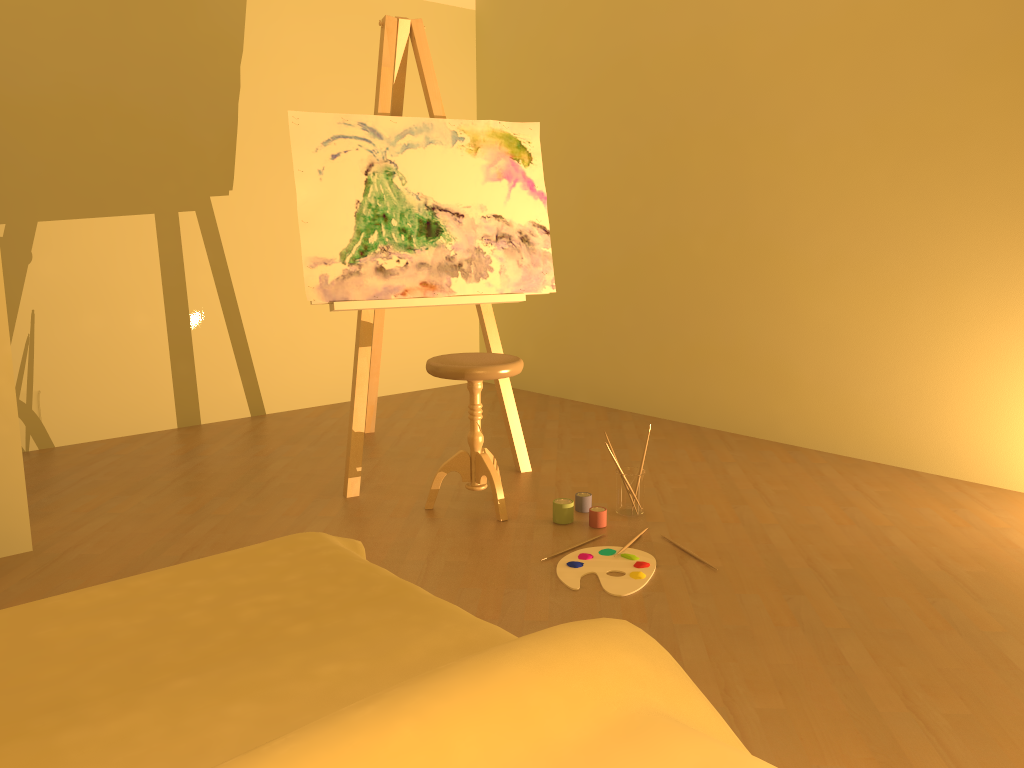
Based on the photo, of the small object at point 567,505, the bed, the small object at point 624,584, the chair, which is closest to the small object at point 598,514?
the small object at point 567,505

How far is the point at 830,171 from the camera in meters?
3.8 m

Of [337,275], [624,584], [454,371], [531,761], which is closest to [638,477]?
[624,584]

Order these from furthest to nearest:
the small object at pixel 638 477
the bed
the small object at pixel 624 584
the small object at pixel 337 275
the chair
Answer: the small object at pixel 337 275, the small object at pixel 638 477, the chair, the small object at pixel 624 584, the bed

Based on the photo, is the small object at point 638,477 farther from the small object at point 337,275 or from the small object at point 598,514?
the small object at point 337,275

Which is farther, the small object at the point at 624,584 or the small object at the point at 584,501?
the small object at the point at 584,501

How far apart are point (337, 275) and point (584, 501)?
1.2m

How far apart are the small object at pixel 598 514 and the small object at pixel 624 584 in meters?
0.2

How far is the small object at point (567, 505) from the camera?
3.1 meters

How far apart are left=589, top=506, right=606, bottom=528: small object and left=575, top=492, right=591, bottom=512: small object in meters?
0.1
